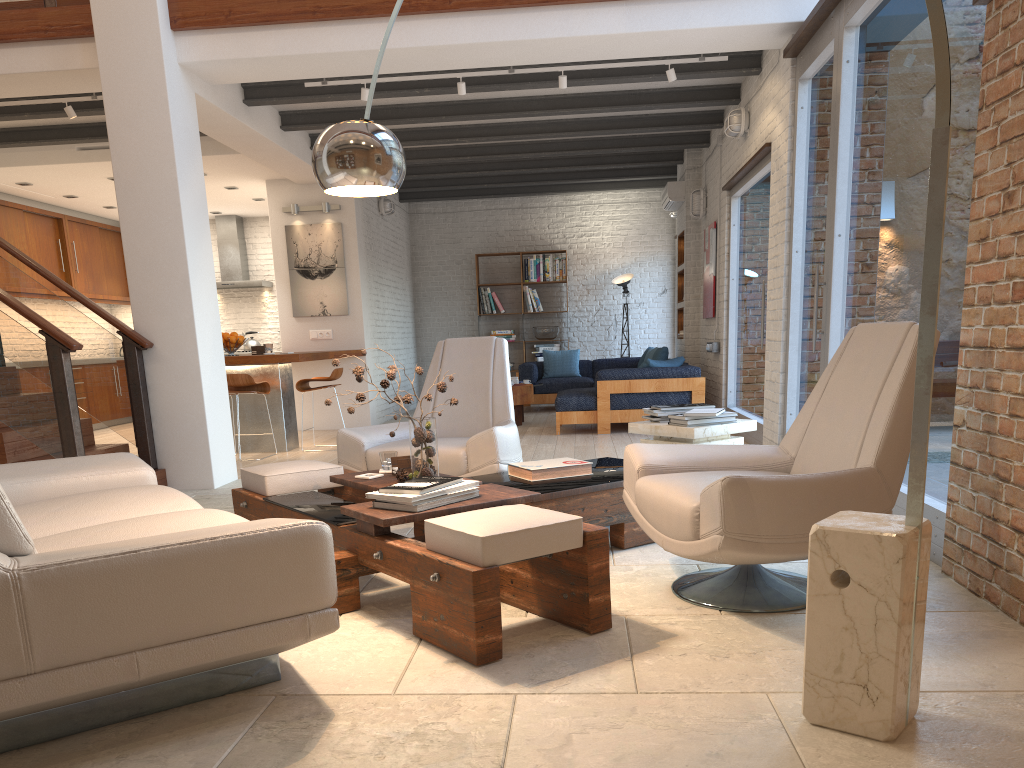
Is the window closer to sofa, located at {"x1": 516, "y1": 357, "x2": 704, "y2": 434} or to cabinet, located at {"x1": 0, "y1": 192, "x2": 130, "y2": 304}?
sofa, located at {"x1": 516, "y1": 357, "x2": 704, "y2": 434}

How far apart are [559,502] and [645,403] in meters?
5.2 m

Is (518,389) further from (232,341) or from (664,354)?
(232,341)

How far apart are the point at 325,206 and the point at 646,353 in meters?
4.7

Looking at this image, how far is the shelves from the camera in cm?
1112

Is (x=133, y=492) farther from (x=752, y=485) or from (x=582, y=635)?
(x=752, y=485)

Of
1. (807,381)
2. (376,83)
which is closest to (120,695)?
(807,381)

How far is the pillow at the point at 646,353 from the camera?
11.9 meters

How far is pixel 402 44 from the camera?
6.2m

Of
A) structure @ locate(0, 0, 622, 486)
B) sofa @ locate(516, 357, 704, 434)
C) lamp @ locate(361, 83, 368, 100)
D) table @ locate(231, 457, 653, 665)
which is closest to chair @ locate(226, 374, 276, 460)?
structure @ locate(0, 0, 622, 486)
